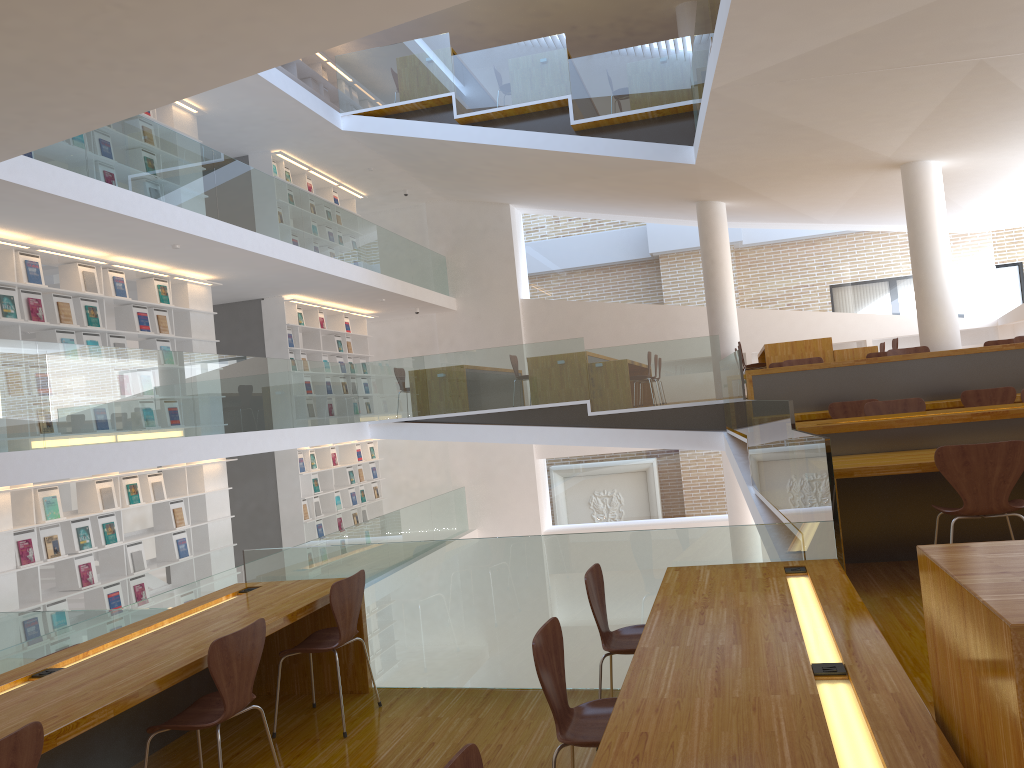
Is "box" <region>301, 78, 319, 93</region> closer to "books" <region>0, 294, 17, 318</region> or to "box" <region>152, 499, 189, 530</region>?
"box" <region>152, 499, 189, 530</region>

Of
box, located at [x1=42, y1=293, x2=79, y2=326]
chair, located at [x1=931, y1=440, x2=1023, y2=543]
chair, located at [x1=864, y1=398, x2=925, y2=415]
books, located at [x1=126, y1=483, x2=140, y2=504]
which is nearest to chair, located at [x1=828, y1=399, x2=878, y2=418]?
chair, located at [x1=864, y1=398, x2=925, y2=415]

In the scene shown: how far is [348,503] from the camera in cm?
1372

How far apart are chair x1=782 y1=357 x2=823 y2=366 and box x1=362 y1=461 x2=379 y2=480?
7.84m

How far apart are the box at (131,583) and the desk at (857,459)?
6.6m

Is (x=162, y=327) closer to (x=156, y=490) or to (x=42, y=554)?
(x=156, y=490)

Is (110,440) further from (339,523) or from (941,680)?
(339,523)

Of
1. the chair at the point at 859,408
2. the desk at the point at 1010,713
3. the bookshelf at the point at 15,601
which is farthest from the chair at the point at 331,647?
the chair at the point at 859,408

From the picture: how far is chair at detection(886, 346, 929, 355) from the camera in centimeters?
851cm

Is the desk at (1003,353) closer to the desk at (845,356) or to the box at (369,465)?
the desk at (845,356)
